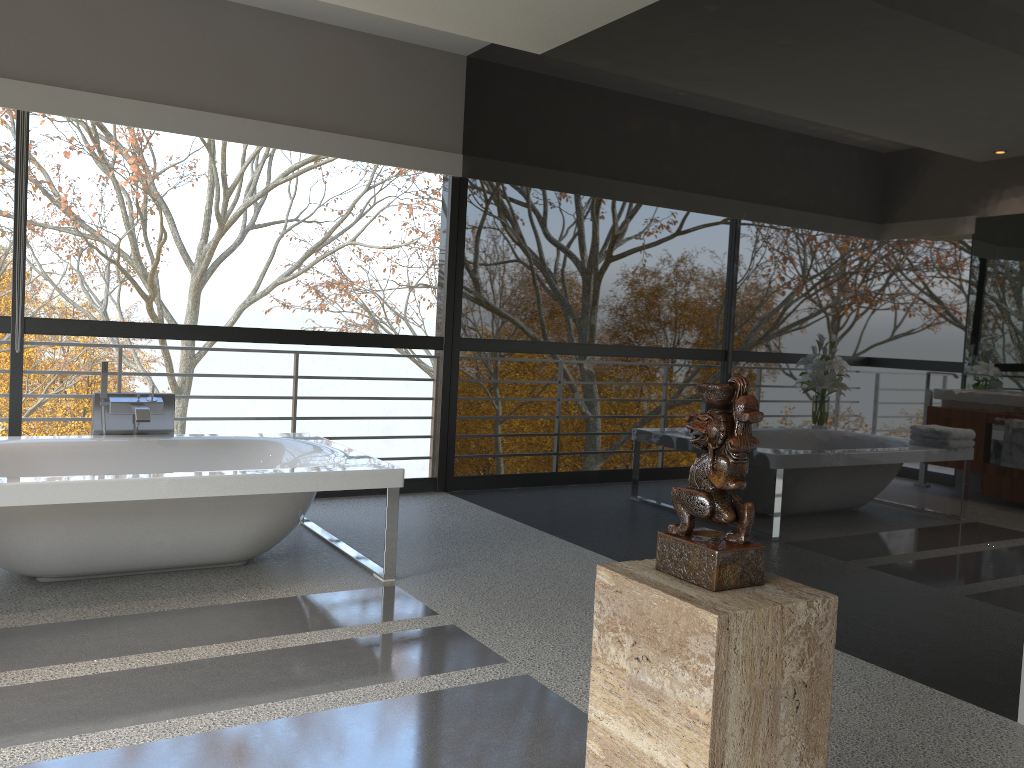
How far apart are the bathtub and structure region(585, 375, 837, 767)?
2.3m

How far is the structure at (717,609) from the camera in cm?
145

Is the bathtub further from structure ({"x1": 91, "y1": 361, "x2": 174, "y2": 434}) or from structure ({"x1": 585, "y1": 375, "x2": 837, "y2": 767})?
structure ({"x1": 585, "y1": 375, "x2": 837, "y2": 767})

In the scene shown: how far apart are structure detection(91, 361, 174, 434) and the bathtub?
0.11m

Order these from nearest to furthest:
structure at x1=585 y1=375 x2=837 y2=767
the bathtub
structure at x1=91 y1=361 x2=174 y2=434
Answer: structure at x1=585 y1=375 x2=837 y2=767 < the bathtub < structure at x1=91 y1=361 x2=174 y2=434

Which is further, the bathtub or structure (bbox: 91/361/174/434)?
structure (bbox: 91/361/174/434)

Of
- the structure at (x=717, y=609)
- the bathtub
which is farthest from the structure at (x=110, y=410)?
the structure at (x=717, y=609)

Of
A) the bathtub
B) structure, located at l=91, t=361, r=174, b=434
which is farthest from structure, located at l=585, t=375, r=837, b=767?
structure, located at l=91, t=361, r=174, b=434

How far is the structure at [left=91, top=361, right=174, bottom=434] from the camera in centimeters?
452cm

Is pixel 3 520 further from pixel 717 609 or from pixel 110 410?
pixel 717 609
